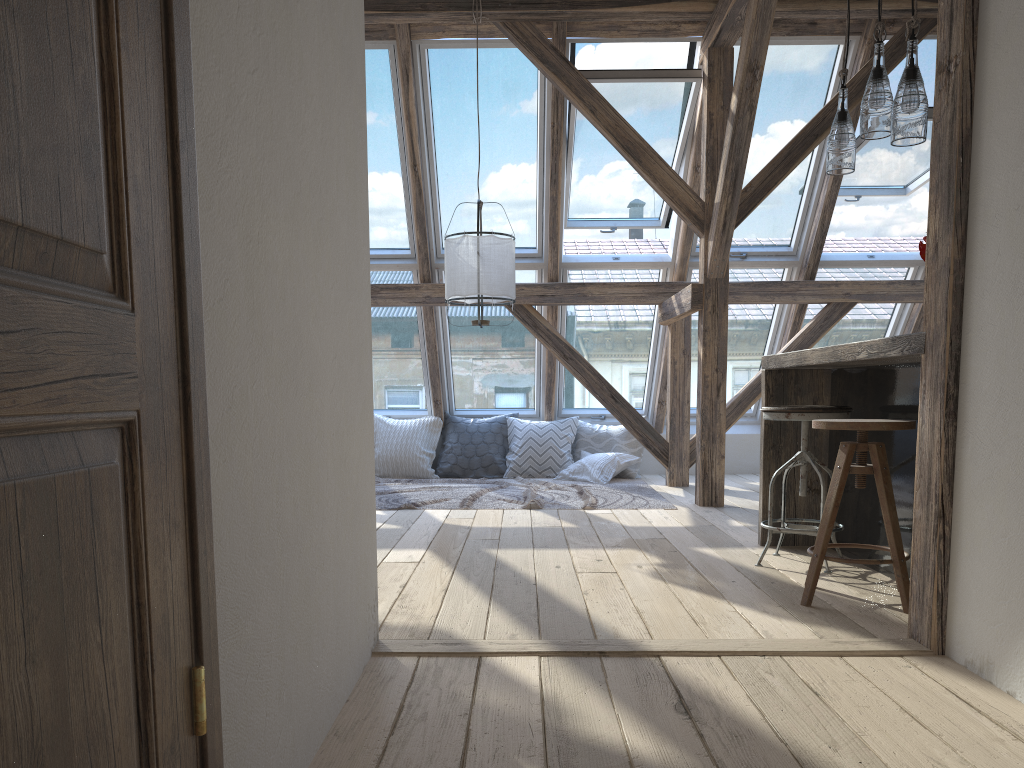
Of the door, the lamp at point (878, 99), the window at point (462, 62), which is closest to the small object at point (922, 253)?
the lamp at point (878, 99)

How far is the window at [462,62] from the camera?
5.72m

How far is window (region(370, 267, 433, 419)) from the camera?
6.9 meters

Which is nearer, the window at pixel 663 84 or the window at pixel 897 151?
the window at pixel 663 84

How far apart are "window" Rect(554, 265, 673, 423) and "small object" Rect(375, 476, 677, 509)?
0.83m

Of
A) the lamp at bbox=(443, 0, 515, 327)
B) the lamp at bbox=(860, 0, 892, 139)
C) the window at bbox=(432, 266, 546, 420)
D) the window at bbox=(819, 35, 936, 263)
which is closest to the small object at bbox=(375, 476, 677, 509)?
the window at bbox=(432, 266, 546, 420)

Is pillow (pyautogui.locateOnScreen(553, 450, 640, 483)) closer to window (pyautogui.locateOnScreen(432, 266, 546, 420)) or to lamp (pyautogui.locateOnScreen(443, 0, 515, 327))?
window (pyautogui.locateOnScreen(432, 266, 546, 420))

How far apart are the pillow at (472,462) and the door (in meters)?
5.92

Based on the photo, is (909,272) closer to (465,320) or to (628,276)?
(628,276)

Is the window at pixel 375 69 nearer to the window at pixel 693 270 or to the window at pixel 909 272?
the window at pixel 693 270
